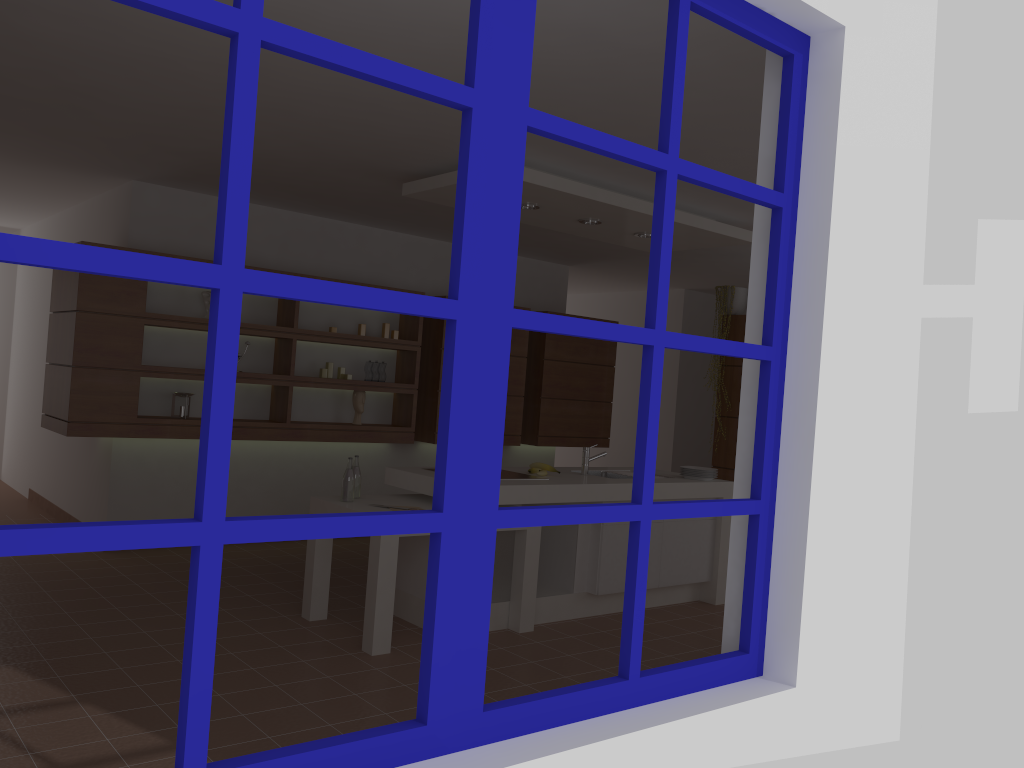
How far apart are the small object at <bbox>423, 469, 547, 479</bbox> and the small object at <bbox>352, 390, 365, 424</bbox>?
2.0m

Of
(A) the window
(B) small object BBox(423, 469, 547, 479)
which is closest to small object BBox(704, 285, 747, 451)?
(B) small object BBox(423, 469, 547, 479)

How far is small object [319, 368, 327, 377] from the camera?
6.6m

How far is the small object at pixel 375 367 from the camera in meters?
6.9

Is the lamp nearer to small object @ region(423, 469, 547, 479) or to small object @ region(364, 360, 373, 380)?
small object @ region(423, 469, 547, 479)

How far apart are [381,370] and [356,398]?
0.30m

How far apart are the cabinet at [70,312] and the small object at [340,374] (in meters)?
0.13

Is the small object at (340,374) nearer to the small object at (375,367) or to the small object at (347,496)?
the small object at (375,367)

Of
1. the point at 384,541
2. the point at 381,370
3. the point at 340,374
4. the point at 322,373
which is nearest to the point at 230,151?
the point at 384,541

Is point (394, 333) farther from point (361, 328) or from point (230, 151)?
point (230, 151)
